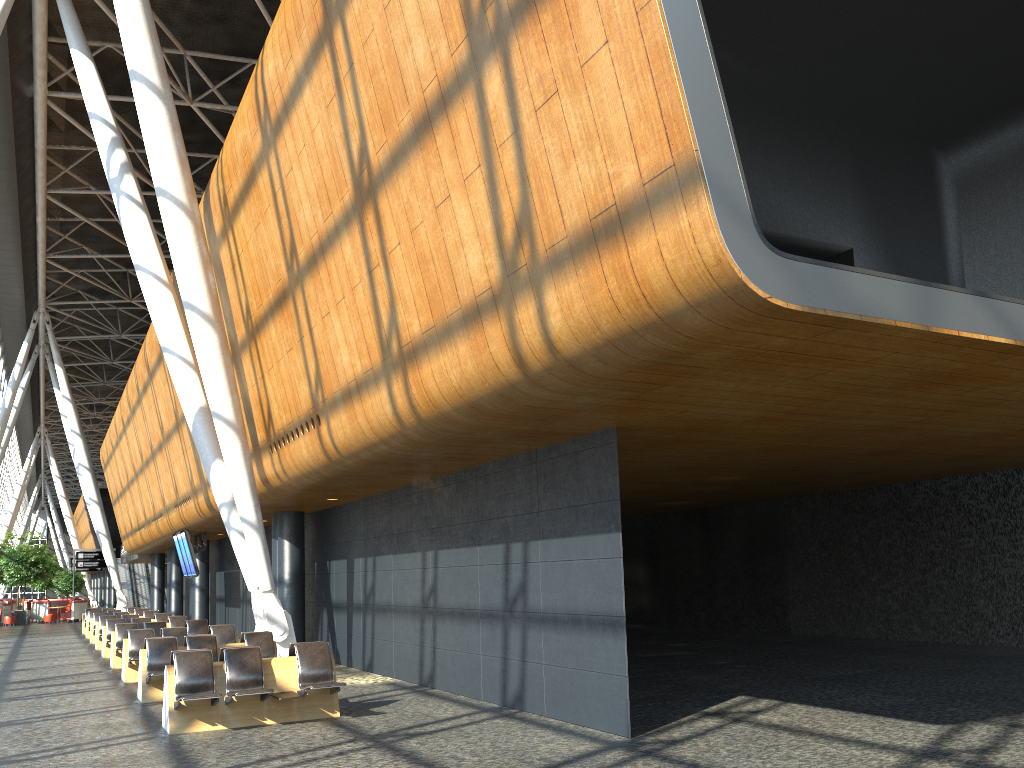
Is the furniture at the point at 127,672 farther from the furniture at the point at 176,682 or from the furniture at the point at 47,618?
the furniture at the point at 47,618

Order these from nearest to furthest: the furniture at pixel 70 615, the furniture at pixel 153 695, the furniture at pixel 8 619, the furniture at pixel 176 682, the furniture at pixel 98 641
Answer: the furniture at pixel 176 682 → the furniture at pixel 153 695 → the furniture at pixel 98 641 → the furniture at pixel 8 619 → the furniture at pixel 70 615

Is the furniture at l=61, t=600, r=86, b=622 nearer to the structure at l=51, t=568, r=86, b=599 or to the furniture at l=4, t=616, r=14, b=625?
the furniture at l=4, t=616, r=14, b=625

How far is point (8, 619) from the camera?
38.9m

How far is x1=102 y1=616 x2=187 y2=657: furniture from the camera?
19.73m

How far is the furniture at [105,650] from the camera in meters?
19.7

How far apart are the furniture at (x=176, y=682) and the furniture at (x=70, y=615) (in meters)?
35.97

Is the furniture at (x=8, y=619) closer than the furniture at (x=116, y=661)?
No

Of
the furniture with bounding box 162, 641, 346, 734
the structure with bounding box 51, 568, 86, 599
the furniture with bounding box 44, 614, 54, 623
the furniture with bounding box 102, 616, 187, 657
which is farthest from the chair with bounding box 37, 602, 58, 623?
the furniture with bounding box 162, 641, 346, 734

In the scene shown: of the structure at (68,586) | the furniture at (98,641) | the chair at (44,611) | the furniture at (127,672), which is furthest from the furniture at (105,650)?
the structure at (68,586)
